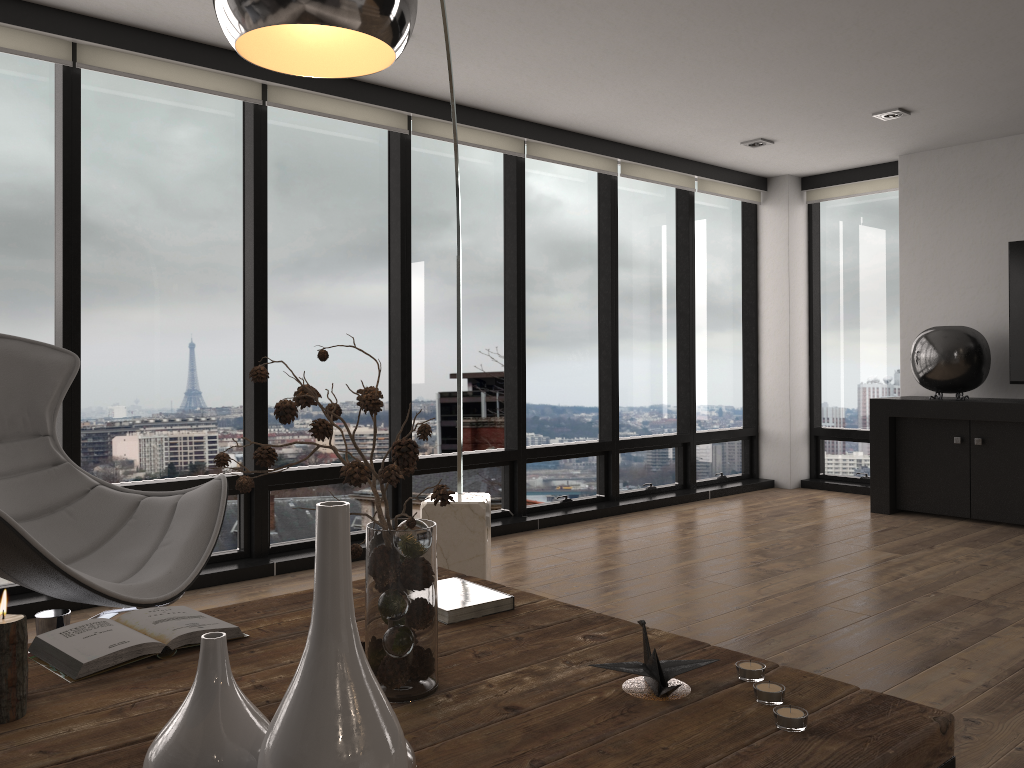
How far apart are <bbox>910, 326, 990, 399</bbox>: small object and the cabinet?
0.1 meters

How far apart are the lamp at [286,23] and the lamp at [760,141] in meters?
3.6

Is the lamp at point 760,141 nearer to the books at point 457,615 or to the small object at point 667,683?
the books at point 457,615

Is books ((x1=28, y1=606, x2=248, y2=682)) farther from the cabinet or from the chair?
the cabinet

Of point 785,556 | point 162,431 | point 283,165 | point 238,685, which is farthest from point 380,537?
point 785,556

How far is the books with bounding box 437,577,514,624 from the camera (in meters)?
1.87

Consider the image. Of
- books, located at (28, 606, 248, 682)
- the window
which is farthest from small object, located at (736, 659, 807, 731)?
the window

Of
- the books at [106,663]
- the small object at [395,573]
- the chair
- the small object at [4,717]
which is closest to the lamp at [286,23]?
the small object at [395,573]

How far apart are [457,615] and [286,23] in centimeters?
119cm

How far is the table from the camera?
1.25m
